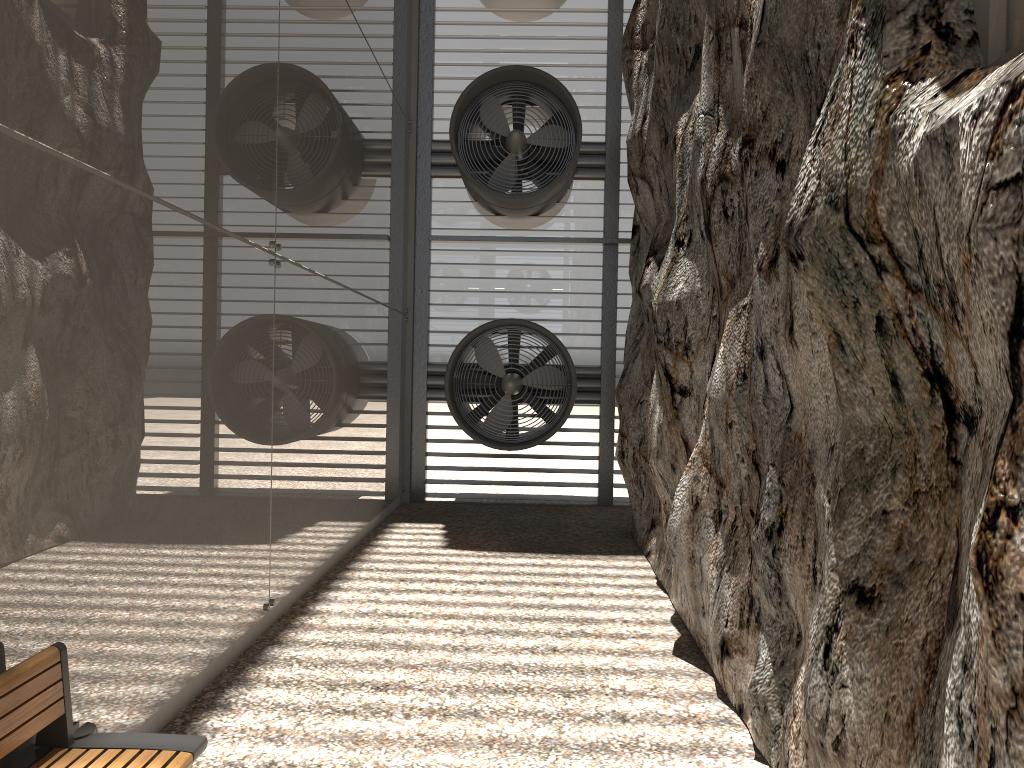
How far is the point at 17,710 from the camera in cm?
279

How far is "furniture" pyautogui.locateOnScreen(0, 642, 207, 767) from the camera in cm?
279

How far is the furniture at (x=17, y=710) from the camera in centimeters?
279cm
